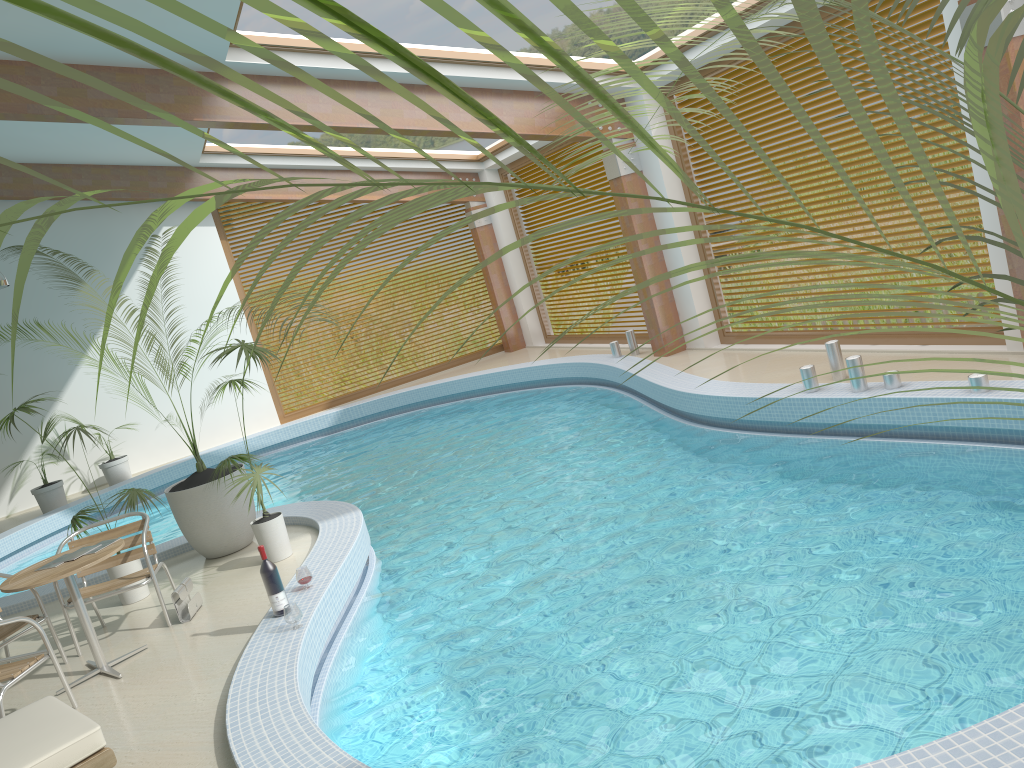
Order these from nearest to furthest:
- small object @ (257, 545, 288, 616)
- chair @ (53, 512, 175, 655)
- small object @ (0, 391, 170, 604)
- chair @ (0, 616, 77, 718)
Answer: chair @ (0, 616, 77, 718)
small object @ (257, 545, 288, 616)
chair @ (53, 512, 175, 655)
small object @ (0, 391, 170, 604)

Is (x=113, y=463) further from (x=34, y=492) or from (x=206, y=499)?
(x=206, y=499)

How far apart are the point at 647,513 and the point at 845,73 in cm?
599

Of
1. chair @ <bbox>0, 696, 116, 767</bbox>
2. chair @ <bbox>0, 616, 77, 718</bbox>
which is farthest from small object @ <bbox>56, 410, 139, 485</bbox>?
chair @ <bbox>0, 696, 116, 767</bbox>

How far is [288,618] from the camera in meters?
4.9

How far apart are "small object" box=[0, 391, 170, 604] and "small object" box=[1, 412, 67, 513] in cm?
585

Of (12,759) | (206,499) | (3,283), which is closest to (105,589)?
(206,499)

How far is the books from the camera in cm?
537

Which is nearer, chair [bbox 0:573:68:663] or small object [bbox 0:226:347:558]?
chair [bbox 0:573:68:663]

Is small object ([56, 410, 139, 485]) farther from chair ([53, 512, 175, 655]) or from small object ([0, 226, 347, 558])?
chair ([53, 512, 175, 655])
